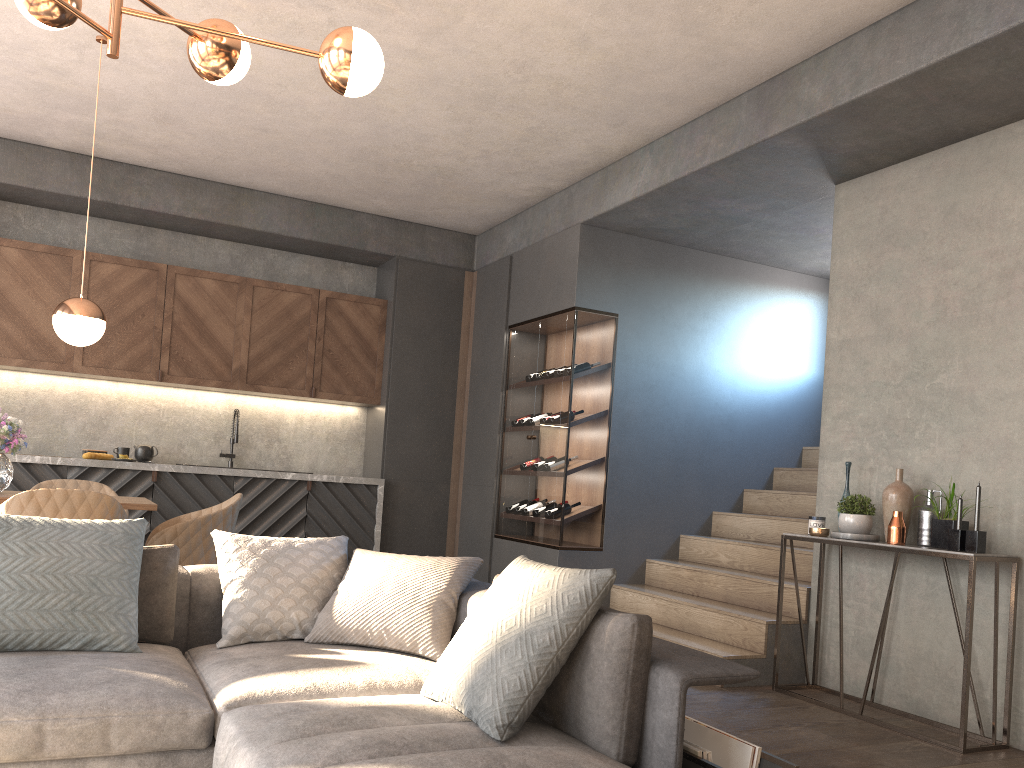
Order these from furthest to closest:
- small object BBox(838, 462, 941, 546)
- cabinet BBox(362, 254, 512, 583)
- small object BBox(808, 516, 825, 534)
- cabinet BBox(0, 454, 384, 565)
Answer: cabinet BBox(362, 254, 512, 583) < cabinet BBox(0, 454, 384, 565) < small object BBox(808, 516, 825, 534) < small object BBox(838, 462, 941, 546)

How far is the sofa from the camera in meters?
2.0 m

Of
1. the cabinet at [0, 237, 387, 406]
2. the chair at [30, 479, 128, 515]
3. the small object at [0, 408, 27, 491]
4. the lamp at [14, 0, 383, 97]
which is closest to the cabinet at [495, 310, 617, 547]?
the cabinet at [0, 237, 387, 406]

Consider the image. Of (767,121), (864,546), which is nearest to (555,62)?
(767,121)

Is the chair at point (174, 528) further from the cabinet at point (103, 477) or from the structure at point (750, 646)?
the structure at point (750, 646)

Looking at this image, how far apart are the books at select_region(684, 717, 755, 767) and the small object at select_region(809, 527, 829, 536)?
2.3 meters

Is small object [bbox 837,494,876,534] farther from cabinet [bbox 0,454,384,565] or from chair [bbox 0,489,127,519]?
cabinet [bbox 0,454,384,565]

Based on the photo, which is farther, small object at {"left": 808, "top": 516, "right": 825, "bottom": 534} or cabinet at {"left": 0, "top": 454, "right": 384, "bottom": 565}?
cabinet at {"left": 0, "top": 454, "right": 384, "bottom": 565}

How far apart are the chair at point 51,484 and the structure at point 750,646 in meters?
3.2 m

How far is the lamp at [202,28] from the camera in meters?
2.5
